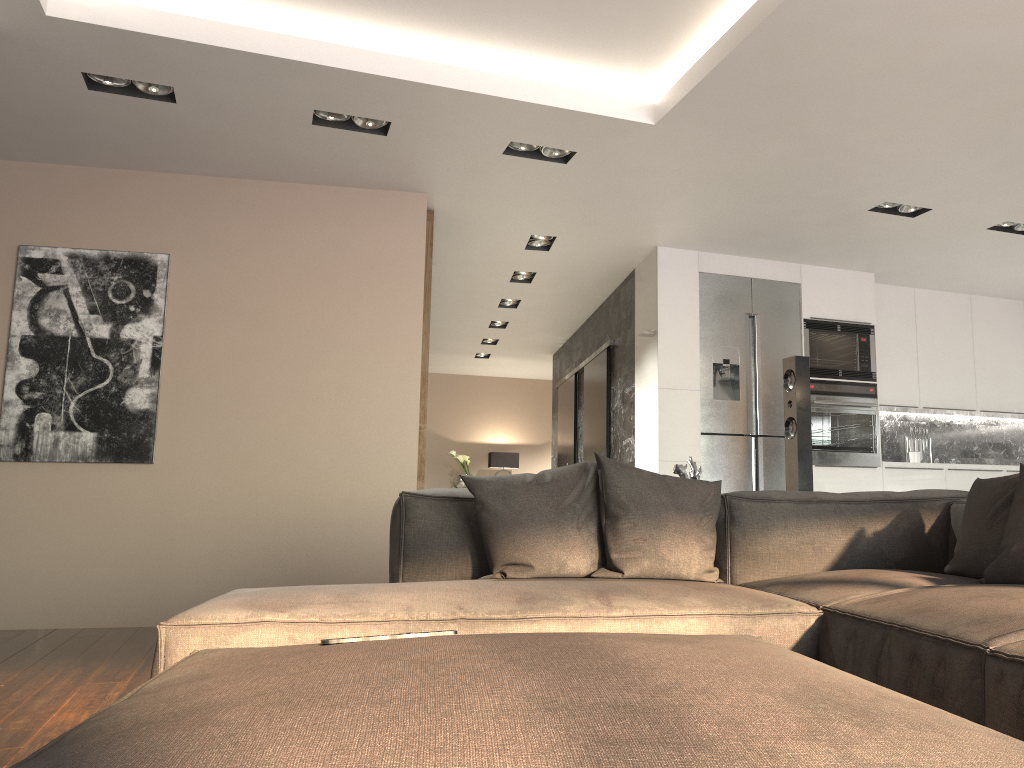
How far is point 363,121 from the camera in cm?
443

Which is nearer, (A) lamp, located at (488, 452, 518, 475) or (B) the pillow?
(B) the pillow

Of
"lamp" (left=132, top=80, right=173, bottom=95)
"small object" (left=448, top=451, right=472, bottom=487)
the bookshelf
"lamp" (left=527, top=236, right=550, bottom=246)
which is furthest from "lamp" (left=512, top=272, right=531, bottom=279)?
"small object" (left=448, top=451, right=472, bottom=487)

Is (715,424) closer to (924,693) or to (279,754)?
(924,693)

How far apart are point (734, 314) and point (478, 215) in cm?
201

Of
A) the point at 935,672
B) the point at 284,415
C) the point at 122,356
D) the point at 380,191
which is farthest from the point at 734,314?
the point at 935,672

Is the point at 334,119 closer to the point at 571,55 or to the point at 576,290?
the point at 571,55

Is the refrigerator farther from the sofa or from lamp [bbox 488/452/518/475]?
lamp [bbox 488/452/518/475]

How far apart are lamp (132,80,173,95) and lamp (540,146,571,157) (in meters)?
1.86

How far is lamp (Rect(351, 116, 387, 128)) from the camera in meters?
4.4 m
